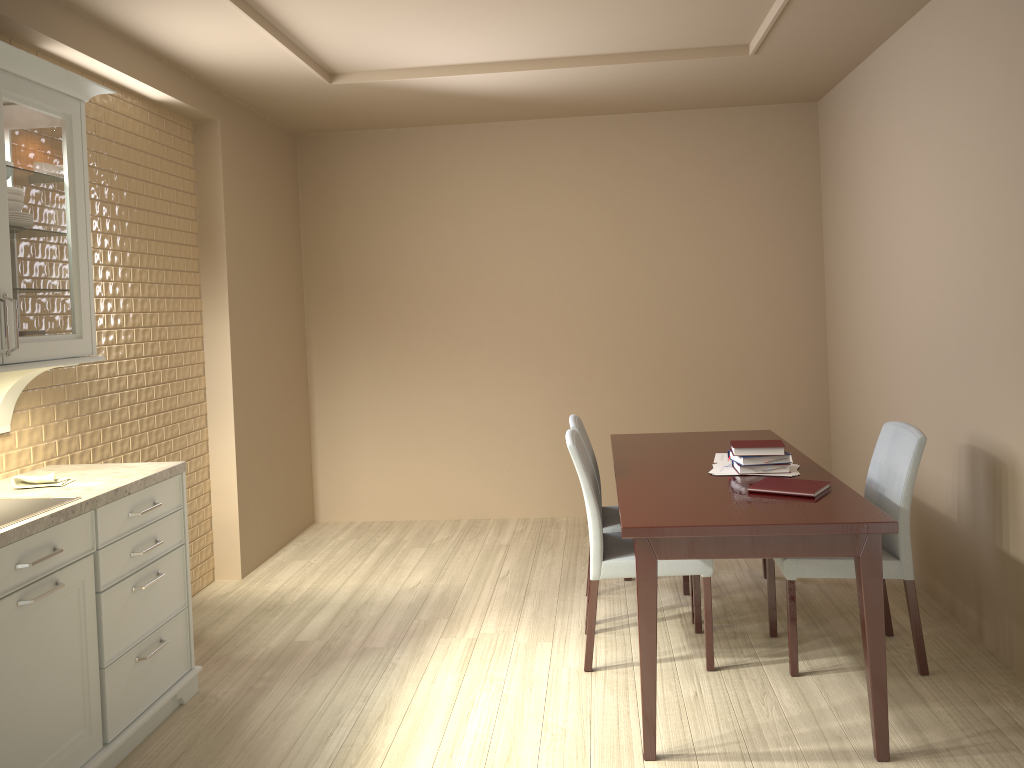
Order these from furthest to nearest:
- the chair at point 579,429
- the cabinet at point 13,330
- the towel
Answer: the chair at point 579,429 → the towel → the cabinet at point 13,330

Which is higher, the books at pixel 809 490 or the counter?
the counter

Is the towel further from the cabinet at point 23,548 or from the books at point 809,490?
the books at point 809,490

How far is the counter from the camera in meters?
2.3

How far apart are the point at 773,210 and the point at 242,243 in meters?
3.0

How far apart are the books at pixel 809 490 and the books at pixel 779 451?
0.19m

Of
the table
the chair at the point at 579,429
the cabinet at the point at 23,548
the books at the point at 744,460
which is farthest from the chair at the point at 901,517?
the cabinet at the point at 23,548

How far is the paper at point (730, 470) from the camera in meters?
3.2 m

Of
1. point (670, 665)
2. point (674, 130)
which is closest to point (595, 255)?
point (674, 130)

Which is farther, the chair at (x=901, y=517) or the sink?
the chair at (x=901, y=517)
